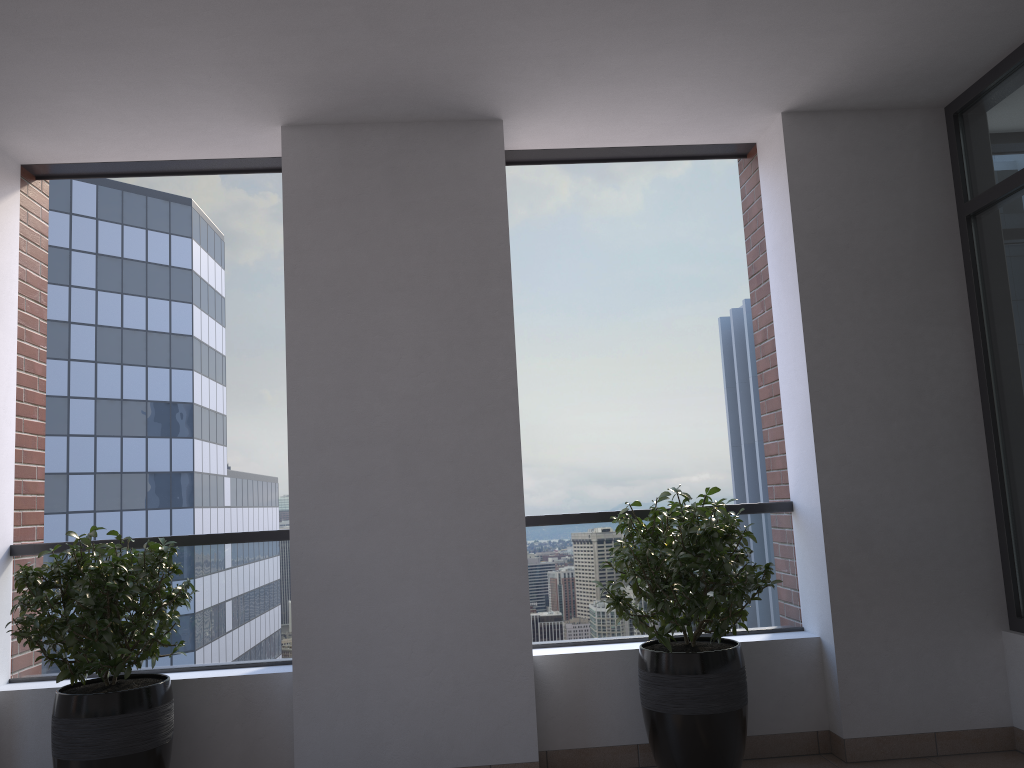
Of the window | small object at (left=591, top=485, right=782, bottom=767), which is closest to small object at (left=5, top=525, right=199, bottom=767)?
small object at (left=591, top=485, right=782, bottom=767)

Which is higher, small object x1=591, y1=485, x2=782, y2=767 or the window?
the window

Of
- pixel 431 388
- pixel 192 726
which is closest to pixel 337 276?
pixel 431 388

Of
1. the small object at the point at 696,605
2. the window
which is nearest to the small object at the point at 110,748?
the small object at the point at 696,605

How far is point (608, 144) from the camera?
4.4 meters

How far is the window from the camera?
3.74m

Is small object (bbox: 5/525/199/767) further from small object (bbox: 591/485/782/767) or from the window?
the window

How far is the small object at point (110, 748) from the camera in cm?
328

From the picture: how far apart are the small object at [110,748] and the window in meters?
3.5

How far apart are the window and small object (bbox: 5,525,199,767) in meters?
3.5
